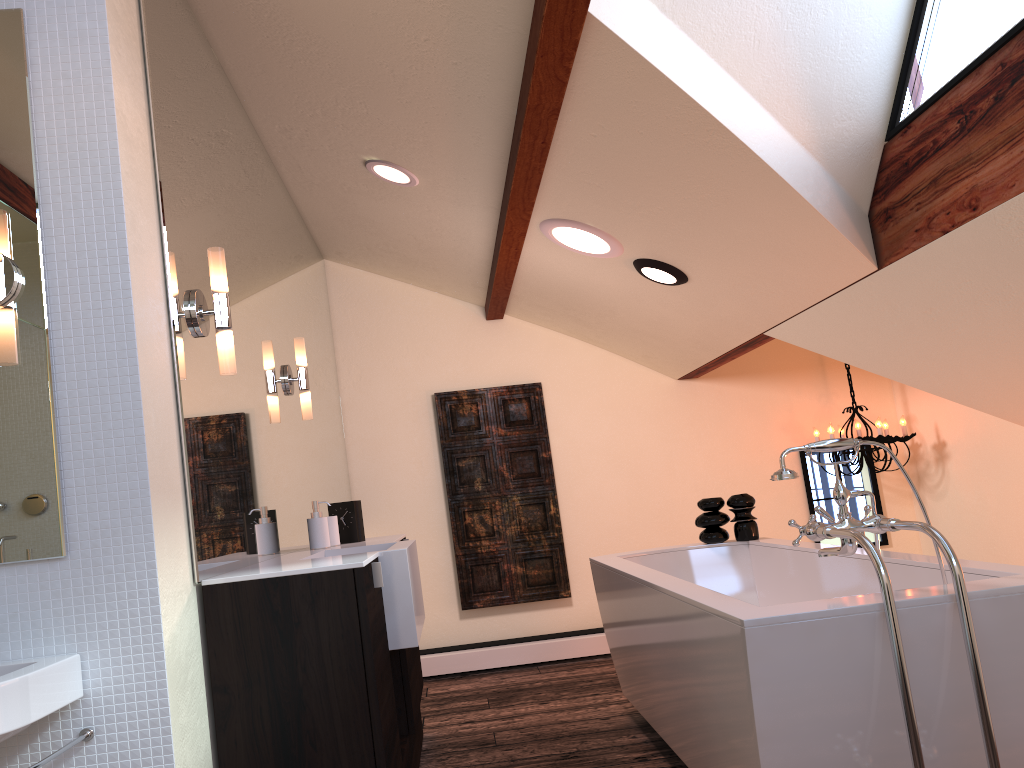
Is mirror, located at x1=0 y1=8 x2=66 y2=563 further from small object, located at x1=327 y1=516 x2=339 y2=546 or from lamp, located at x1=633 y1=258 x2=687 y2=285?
lamp, located at x1=633 y1=258 x2=687 y2=285

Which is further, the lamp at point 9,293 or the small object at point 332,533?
the small object at point 332,533

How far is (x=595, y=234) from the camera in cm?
353

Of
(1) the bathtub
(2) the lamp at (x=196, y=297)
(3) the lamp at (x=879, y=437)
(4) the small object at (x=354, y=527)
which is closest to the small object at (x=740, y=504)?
(1) the bathtub

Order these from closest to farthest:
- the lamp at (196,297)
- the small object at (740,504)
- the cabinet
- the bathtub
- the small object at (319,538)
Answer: the bathtub → the cabinet → the lamp at (196,297) → the small object at (319,538) → the small object at (740,504)

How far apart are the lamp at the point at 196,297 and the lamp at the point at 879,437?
3.7m

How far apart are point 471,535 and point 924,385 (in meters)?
2.75

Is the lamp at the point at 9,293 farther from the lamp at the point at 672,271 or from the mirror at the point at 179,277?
the lamp at the point at 672,271

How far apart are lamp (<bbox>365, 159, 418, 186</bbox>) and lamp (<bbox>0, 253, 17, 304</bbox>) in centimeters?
191cm

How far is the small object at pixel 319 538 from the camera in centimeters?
315cm
